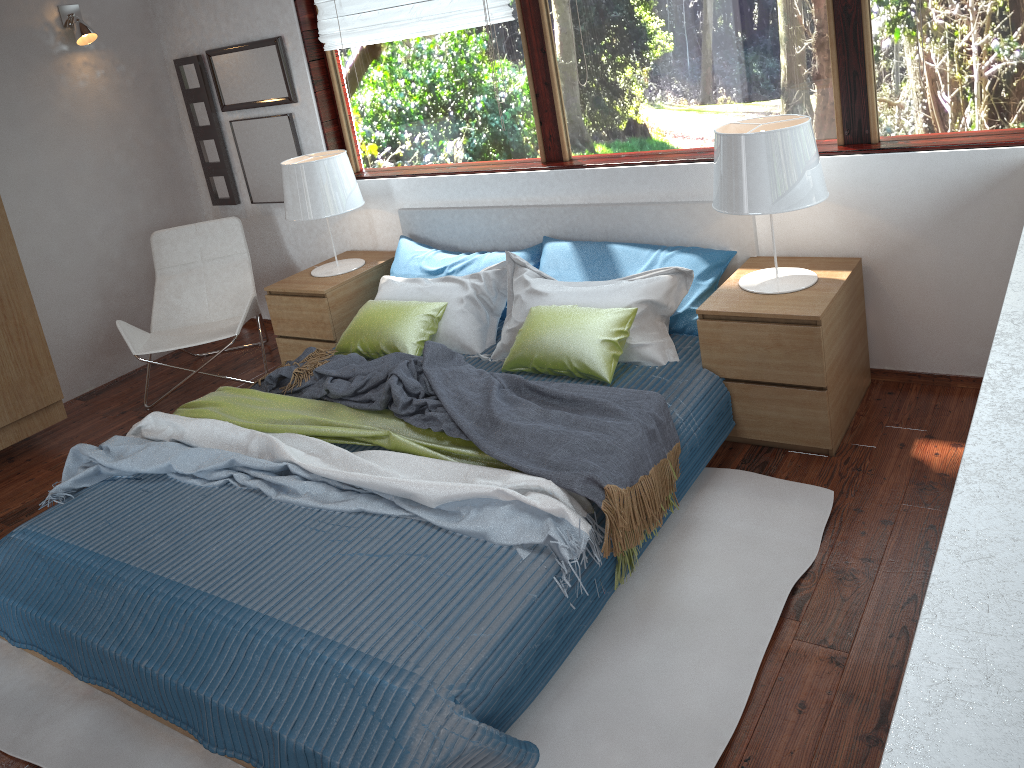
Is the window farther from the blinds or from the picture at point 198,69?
the picture at point 198,69

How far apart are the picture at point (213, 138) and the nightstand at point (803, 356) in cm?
315

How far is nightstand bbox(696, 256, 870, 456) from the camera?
2.92m

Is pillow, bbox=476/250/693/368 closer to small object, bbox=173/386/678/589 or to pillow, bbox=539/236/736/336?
pillow, bbox=539/236/736/336

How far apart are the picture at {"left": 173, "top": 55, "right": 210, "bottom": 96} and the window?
0.89m

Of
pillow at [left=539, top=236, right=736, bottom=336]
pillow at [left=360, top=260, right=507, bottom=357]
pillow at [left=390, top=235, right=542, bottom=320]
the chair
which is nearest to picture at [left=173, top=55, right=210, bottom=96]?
the chair

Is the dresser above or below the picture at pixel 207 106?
below

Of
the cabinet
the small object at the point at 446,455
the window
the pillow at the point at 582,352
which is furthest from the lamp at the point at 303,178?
the cabinet

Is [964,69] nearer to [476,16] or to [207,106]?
[476,16]

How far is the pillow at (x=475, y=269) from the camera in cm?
398
